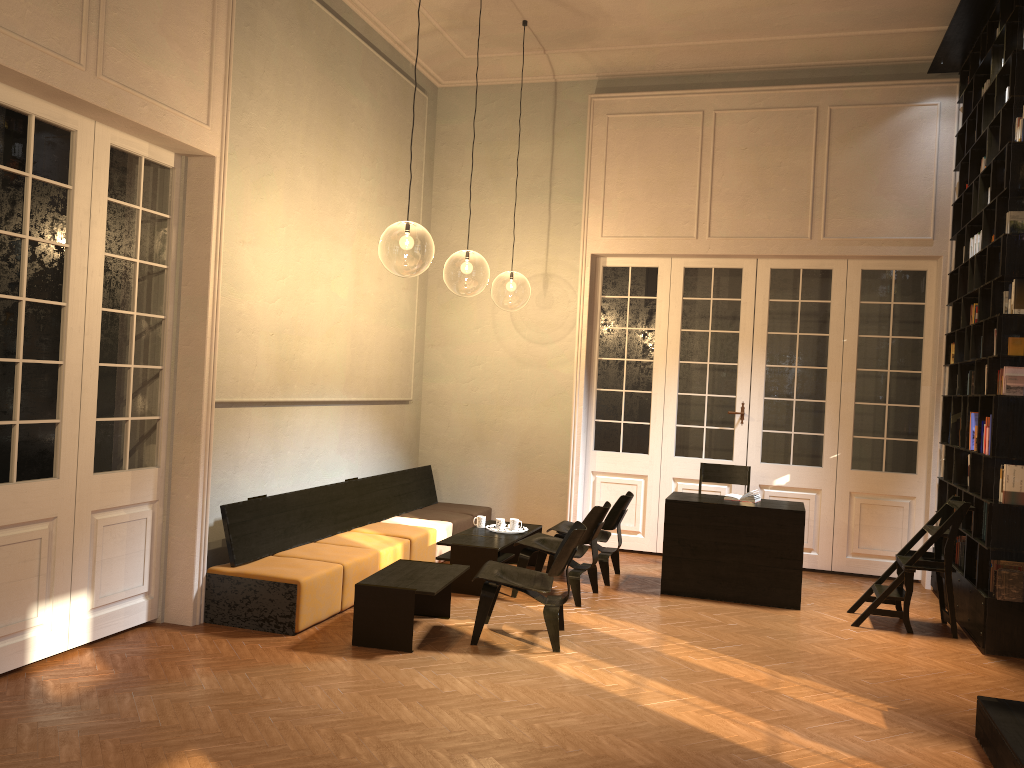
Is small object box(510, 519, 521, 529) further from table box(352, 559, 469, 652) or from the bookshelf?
the bookshelf

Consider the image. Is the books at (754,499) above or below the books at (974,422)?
below

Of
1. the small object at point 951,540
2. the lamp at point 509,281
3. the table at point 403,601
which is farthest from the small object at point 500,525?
the lamp at point 509,281

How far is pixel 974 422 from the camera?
7.1 meters

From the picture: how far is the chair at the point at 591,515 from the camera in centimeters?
717cm

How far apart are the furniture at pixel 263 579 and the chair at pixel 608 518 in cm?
110

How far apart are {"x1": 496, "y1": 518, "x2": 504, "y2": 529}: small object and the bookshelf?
3.88m

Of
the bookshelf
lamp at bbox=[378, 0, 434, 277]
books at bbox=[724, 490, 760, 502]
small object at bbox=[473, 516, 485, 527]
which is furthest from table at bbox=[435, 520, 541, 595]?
lamp at bbox=[378, 0, 434, 277]

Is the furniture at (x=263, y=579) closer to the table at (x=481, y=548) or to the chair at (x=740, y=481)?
the table at (x=481, y=548)

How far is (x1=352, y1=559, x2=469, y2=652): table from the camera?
5.7m
